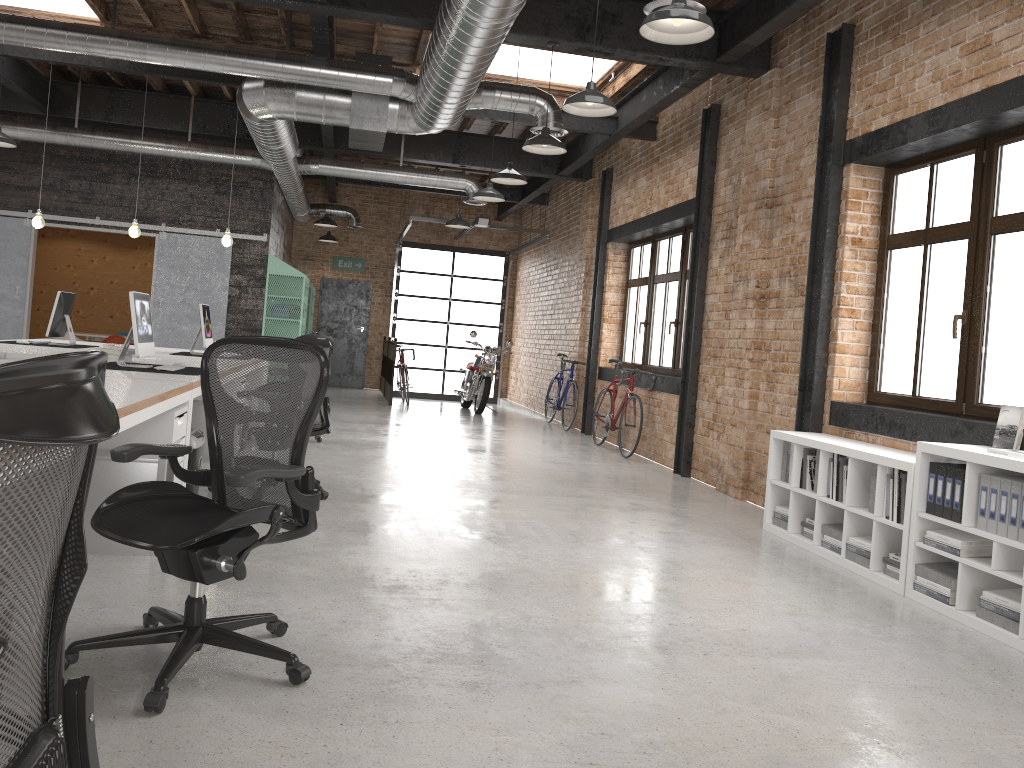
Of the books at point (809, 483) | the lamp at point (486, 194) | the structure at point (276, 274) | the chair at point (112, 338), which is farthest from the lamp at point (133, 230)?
the books at point (809, 483)

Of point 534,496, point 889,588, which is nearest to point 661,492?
point 534,496

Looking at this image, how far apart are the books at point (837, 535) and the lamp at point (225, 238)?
6.6m

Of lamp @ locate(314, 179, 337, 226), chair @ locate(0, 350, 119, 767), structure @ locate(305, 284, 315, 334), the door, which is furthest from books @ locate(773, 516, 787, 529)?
the door

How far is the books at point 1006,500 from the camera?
4.0 meters

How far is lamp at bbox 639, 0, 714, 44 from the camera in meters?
4.1

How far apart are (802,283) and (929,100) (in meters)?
1.66

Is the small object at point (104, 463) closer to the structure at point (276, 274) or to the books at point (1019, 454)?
the books at point (1019, 454)

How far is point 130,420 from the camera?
3.48m

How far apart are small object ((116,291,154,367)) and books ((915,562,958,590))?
4.7m
